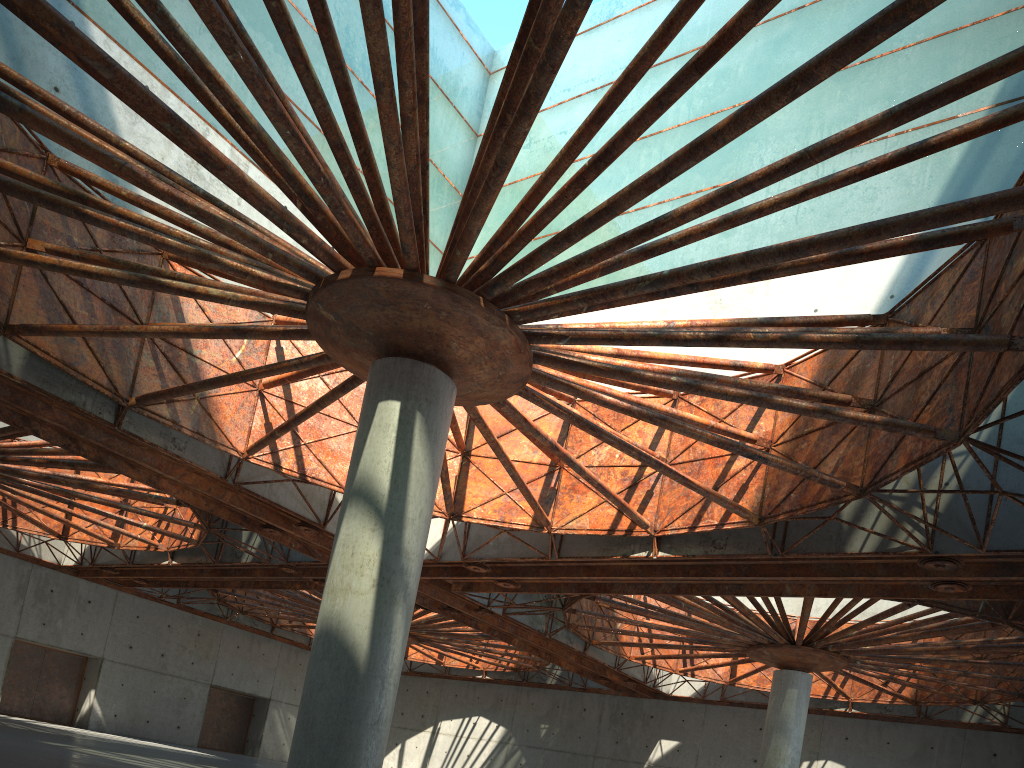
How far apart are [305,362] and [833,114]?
23.0 meters

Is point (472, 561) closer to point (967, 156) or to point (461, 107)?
point (461, 107)
